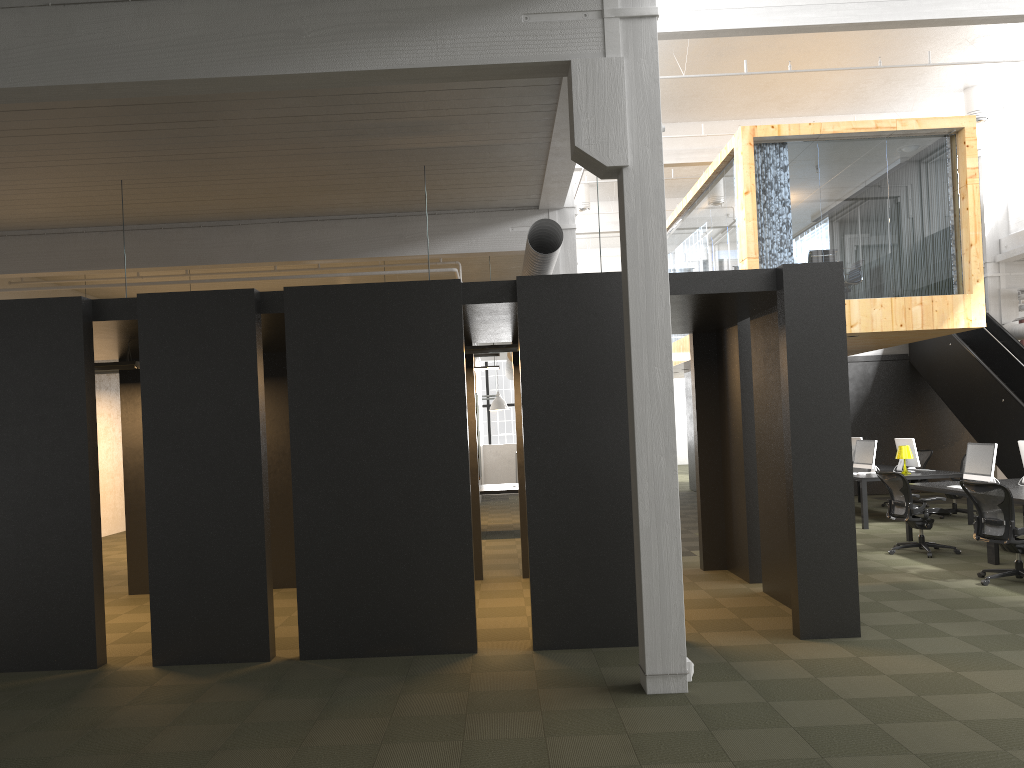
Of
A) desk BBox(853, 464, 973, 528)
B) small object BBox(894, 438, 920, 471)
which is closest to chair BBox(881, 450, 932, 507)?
desk BBox(853, 464, 973, 528)

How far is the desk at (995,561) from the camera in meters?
9.6 m

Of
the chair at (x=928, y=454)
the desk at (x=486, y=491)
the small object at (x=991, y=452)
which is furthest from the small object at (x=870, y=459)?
the desk at (x=486, y=491)

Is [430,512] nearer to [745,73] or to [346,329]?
[346,329]

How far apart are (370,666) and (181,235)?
7.2m

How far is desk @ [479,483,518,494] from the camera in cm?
1364

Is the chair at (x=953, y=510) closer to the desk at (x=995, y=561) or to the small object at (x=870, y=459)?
the small object at (x=870, y=459)

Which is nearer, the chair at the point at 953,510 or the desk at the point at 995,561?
the desk at the point at 995,561

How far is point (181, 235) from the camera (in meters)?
11.46

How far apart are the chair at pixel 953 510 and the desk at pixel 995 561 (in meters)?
3.01
